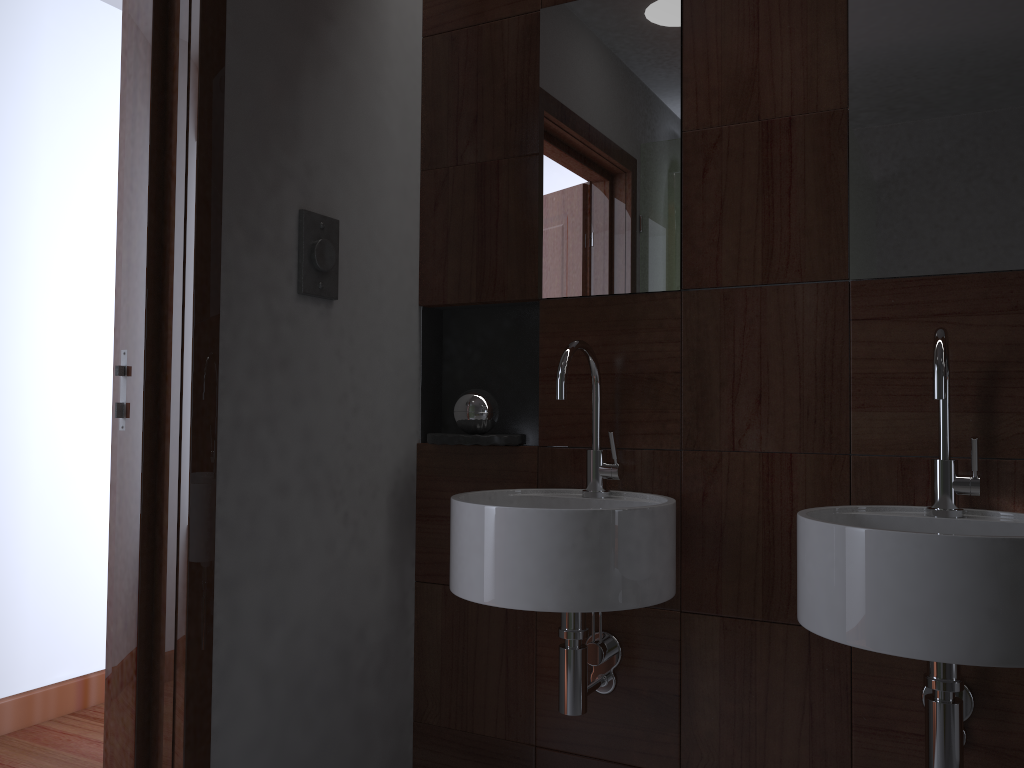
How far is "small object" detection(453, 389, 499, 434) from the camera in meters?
1.9 m

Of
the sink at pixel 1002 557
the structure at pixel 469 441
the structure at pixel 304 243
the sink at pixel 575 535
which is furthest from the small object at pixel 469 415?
the sink at pixel 1002 557

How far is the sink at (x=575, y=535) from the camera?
1.44m

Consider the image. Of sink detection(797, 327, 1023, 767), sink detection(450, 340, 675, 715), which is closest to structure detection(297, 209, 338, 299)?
sink detection(450, 340, 675, 715)

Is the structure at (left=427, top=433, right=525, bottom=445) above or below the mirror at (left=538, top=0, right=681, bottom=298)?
below

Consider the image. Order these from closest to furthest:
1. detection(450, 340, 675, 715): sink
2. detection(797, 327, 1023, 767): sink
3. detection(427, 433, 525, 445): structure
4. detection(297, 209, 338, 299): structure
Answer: detection(797, 327, 1023, 767): sink, detection(450, 340, 675, 715): sink, detection(297, 209, 338, 299): structure, detection(427, 433, 525, 445): structure

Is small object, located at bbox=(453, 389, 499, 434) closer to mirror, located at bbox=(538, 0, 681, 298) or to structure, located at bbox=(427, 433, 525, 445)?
structure, located at bbox=(427, 433, 525, 445)

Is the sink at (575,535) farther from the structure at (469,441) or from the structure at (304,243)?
the structure at (304,243)

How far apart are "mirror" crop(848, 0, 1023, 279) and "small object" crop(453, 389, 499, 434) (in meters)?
0.78

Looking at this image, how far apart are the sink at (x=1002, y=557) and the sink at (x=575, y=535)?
0.23m
